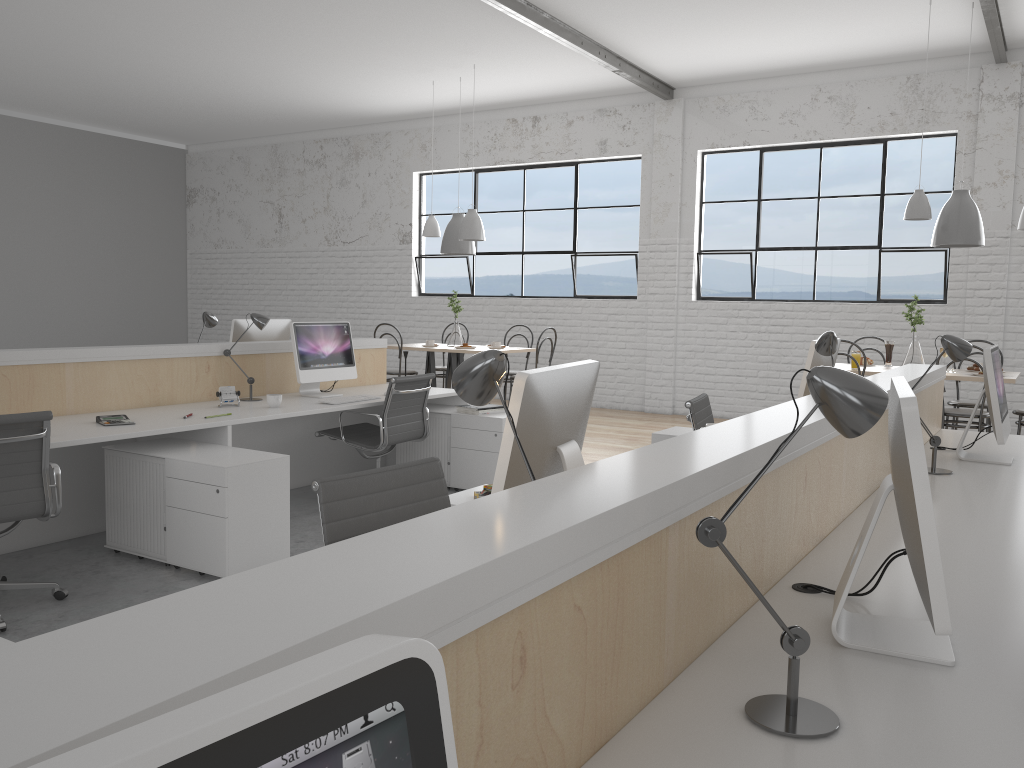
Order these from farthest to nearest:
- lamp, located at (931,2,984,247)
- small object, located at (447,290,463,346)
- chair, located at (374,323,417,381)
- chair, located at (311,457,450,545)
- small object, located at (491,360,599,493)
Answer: small object, located at (447,290,463,346) < chair, located at (374,323,417,381) < lamp, located at (931,2,984,247) < chair, located at (311,457,450,545) < small object, located at (491,360,599,493)

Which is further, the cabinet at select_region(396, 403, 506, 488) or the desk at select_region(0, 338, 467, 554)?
the cabinet at select_region(396, 403, 506, 488)

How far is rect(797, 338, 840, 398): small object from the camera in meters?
3.1 m

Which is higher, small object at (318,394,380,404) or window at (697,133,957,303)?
window at (697,133,957,303)

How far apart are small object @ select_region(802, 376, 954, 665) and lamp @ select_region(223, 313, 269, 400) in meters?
3.3

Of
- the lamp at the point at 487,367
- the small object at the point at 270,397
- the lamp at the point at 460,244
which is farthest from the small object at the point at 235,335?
the lamp at the point at 487,367

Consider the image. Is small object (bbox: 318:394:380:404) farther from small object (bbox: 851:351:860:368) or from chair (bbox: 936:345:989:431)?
chair (bbox: 936:345:989:431)

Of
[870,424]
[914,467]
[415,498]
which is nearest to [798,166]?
[415,498]

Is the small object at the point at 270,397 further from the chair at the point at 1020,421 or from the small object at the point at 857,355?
the chair at the point at 1020,421

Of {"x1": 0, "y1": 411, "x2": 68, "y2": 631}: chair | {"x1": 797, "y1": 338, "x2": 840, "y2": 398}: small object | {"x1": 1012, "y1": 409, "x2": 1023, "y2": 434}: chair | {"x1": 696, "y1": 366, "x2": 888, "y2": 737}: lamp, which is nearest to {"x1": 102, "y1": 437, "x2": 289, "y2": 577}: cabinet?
{"x1": 0, "y1": 411, "x2": 68, "y2": 631}: chair
